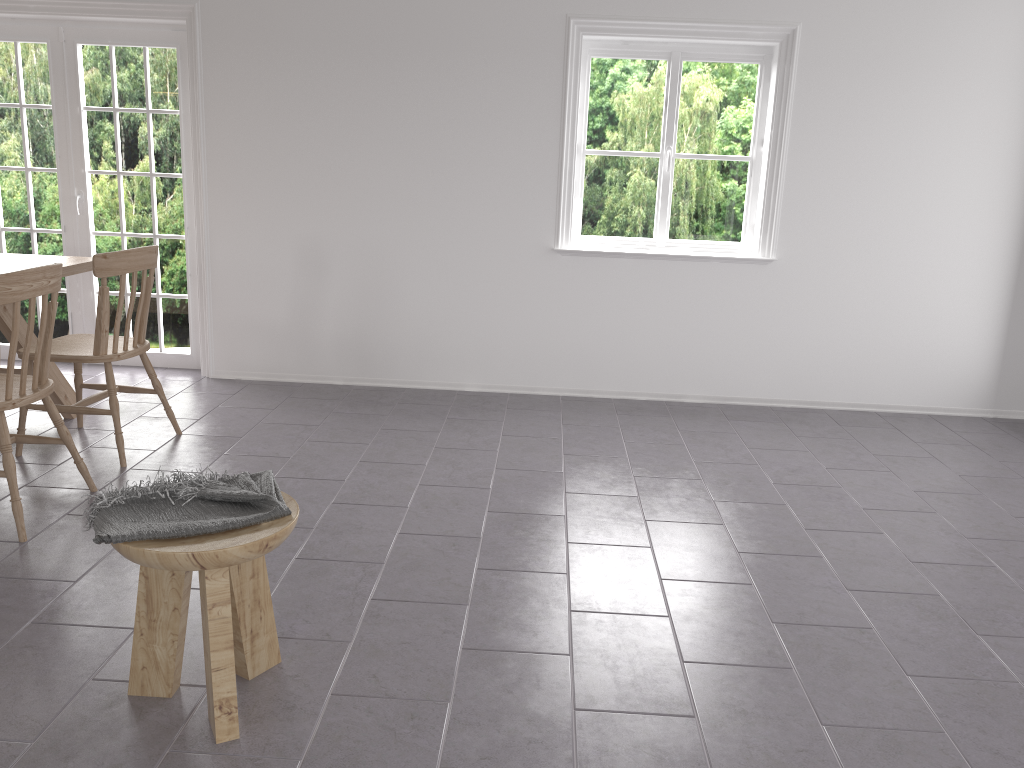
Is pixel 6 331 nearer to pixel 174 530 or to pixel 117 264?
pixel 117 264

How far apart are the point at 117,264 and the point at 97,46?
2.19m

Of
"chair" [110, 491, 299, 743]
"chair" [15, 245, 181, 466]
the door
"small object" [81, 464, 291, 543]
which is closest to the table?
"chair" [15, 245, 181, 466]

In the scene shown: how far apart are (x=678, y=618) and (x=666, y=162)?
3.1 meters

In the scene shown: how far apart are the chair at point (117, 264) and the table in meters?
0.2

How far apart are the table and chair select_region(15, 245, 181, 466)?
0.18m

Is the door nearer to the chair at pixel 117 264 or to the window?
the chair at pixel 117 264

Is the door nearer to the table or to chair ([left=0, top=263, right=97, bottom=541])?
the table

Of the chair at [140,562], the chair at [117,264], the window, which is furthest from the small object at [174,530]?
the window

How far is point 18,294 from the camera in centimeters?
292cm
